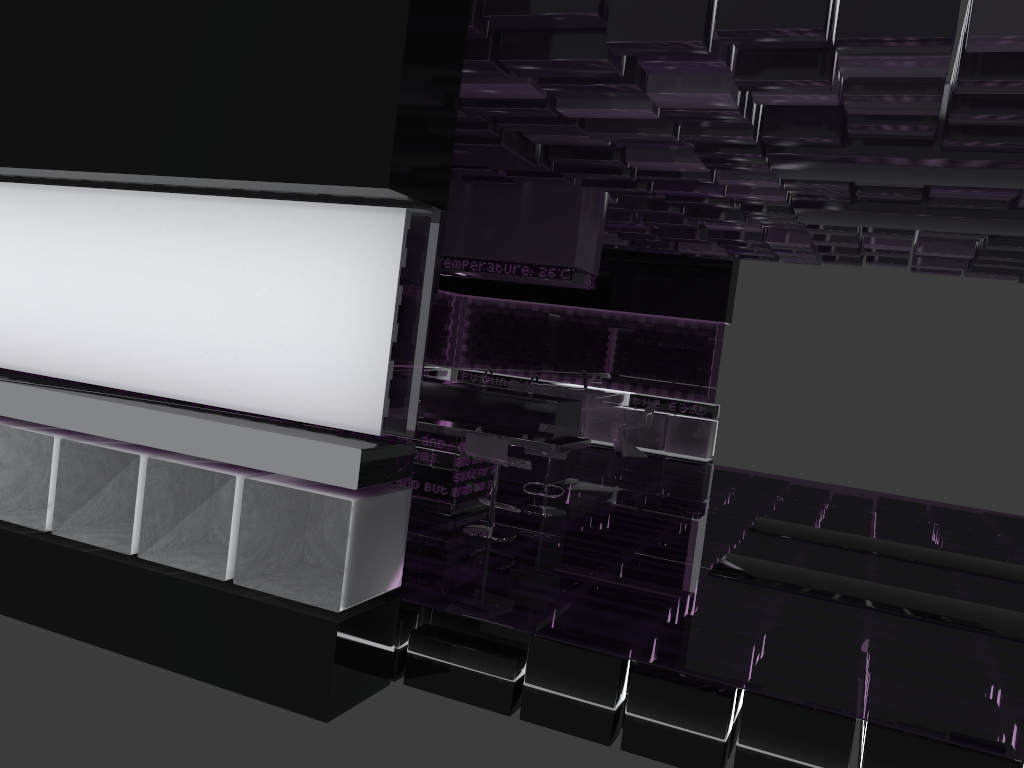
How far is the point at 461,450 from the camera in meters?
7.0 m

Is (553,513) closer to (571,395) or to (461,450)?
(461,450)

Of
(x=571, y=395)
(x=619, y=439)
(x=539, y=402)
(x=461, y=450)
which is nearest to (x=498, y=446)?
(x=461, y=450)

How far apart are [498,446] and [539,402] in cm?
256

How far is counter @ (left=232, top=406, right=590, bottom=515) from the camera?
7.0m

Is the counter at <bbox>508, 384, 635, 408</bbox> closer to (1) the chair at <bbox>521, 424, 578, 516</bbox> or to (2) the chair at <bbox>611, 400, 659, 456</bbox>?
(2) the chair at <bbox>611, 400, 659, 456</bbox>

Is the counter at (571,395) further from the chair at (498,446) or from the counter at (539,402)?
the chair at (498,446)

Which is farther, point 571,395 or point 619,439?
point 619,439

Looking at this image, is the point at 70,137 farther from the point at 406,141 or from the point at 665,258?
the point at 665,258

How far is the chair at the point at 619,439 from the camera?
12.80m
